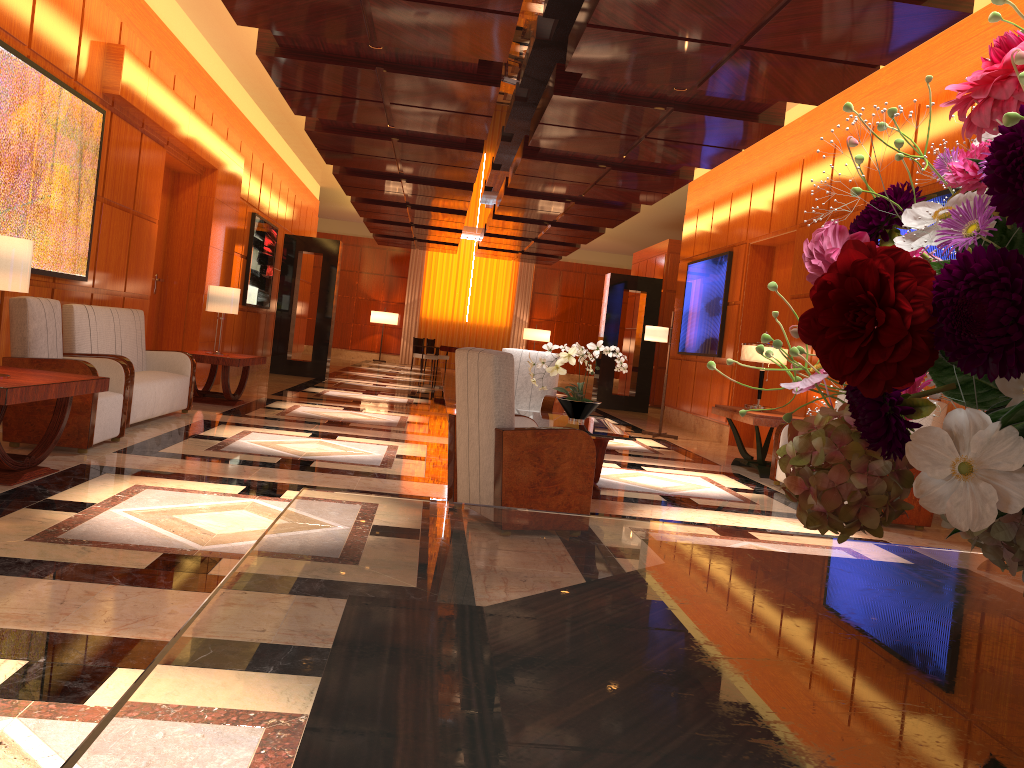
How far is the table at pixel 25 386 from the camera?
4.4 meters

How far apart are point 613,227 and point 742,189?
4.2m

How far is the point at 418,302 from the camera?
27.3 meters

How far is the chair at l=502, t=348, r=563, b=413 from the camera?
7.60m

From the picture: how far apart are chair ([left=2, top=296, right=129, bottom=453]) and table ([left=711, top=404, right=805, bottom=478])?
5.4 meters

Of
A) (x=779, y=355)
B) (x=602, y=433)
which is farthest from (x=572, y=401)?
(x=779, y=355)

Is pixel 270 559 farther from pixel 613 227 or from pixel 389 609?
pixel 613 227

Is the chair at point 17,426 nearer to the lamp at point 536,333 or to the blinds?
the lamp at point 536,333

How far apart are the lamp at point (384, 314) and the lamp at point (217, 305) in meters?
16.7 m

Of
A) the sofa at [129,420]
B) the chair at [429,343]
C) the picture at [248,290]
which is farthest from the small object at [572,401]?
the chair at [429,343]
